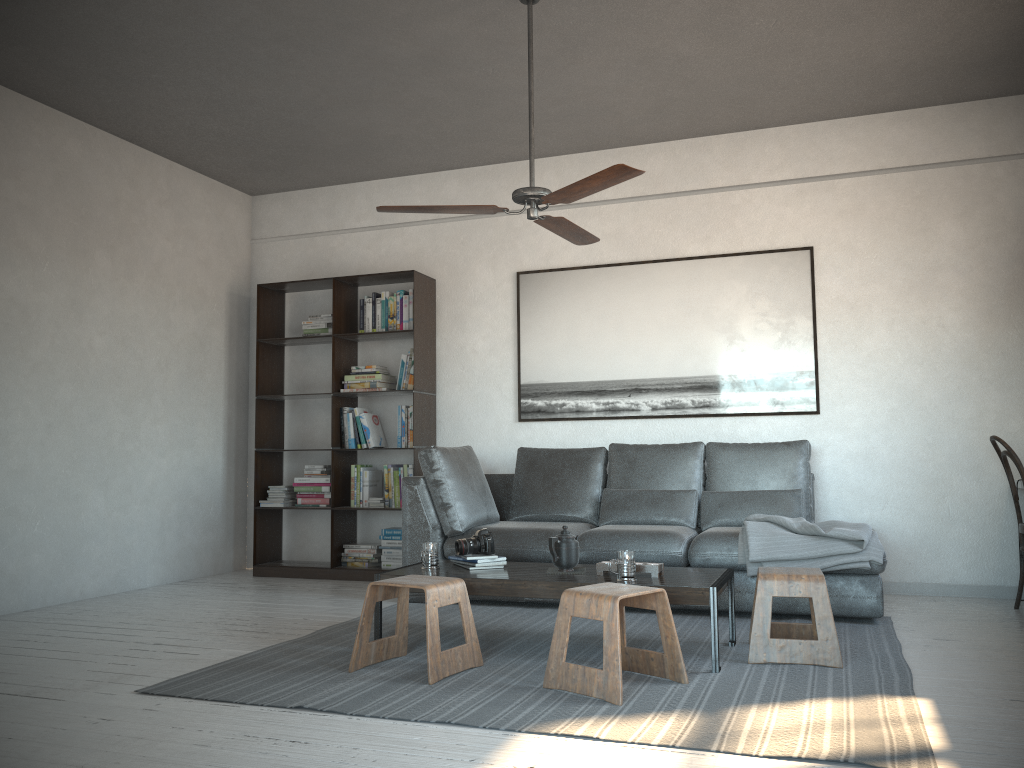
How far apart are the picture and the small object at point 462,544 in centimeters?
195cm

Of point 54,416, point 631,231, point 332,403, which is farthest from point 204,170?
point 631,231

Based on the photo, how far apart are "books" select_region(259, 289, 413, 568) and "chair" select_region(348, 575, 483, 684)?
2.4 meters

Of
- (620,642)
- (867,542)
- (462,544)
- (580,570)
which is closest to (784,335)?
(867,542)

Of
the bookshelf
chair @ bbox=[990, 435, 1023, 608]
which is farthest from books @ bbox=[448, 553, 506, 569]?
chair @ bbox=[990, 435, 1023, 608]

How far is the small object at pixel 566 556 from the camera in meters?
3.8

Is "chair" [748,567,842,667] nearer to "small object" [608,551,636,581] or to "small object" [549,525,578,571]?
→ "small object" [608,551,636,581]

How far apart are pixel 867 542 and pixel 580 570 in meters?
1.4

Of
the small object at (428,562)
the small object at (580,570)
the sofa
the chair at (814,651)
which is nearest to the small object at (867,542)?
the sofa

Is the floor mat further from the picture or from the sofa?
the picture
